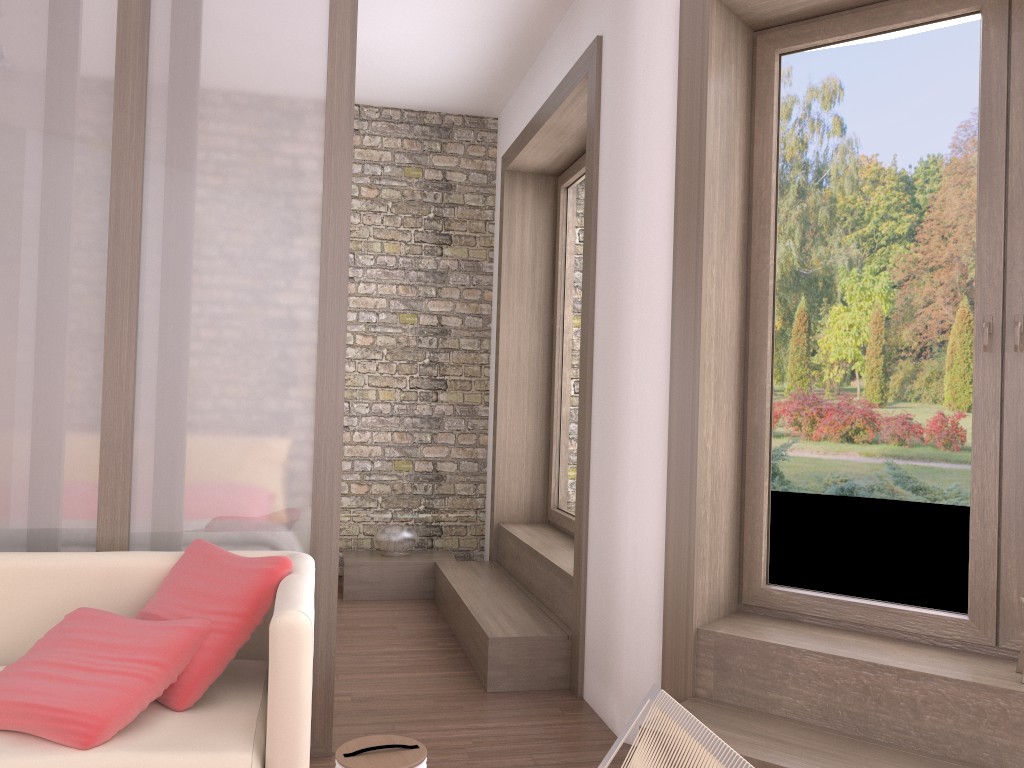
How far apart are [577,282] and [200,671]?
3.5m

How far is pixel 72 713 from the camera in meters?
2.1

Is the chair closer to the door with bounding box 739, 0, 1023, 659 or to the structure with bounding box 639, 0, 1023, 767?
the structure with bounding box 639, 0, 1023, 767

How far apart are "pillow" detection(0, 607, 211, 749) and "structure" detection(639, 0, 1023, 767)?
1.59m

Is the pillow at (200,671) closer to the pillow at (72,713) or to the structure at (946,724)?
the pillow at (72,713)

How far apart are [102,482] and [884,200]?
2.9 meters

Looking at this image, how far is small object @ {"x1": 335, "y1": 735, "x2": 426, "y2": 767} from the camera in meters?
2.3

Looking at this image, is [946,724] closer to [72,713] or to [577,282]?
[72,713]

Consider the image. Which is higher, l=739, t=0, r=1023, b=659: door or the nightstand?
l=739, t=0, r=1023, b=659: door

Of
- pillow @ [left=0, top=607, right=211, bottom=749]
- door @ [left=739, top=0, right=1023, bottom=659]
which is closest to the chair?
pillow @ [left=0, top=607, right=211, bottom=749]
